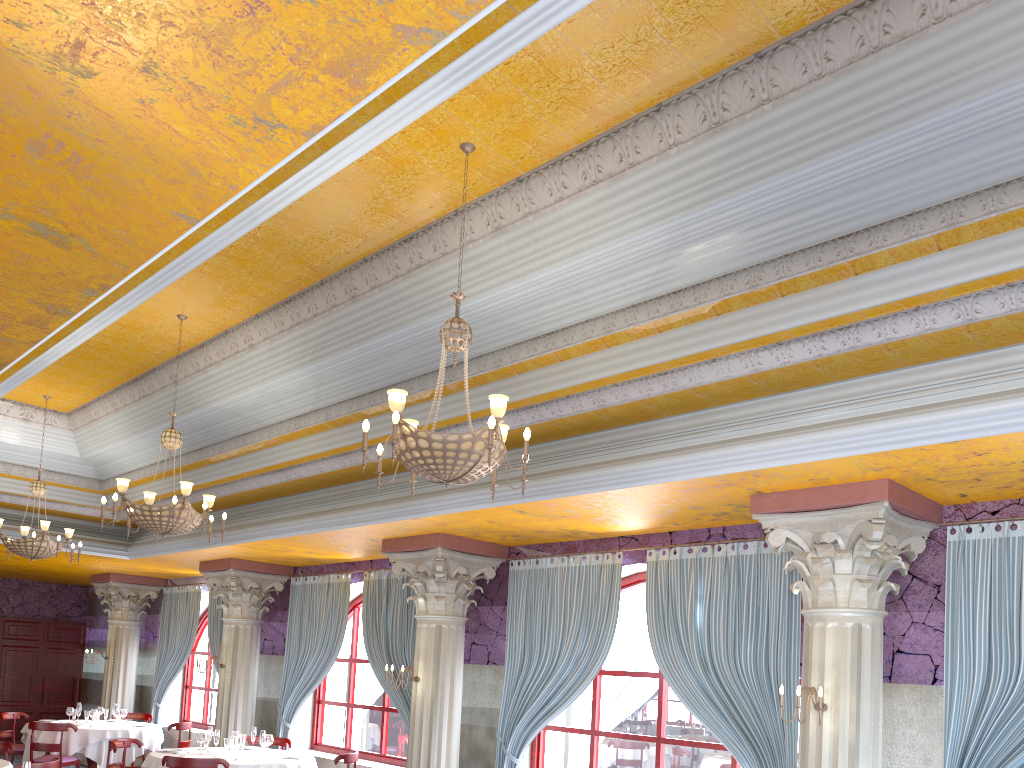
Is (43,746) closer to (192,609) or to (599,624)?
(192,609)

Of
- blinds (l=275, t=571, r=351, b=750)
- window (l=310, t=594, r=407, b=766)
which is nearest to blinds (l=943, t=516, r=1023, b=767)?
window (l=310, t=594, r=407, b=766)

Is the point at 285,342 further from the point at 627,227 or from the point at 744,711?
the point at 744,711

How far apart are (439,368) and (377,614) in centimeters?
494cm

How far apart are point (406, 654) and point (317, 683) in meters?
2.0 m

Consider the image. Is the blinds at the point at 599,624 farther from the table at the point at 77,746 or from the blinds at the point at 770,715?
the table at the point at 77,746

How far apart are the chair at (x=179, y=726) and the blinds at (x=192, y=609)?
1.86m

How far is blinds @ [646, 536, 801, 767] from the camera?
7.02m

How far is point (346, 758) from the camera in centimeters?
979cm

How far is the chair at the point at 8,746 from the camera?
9.3m
